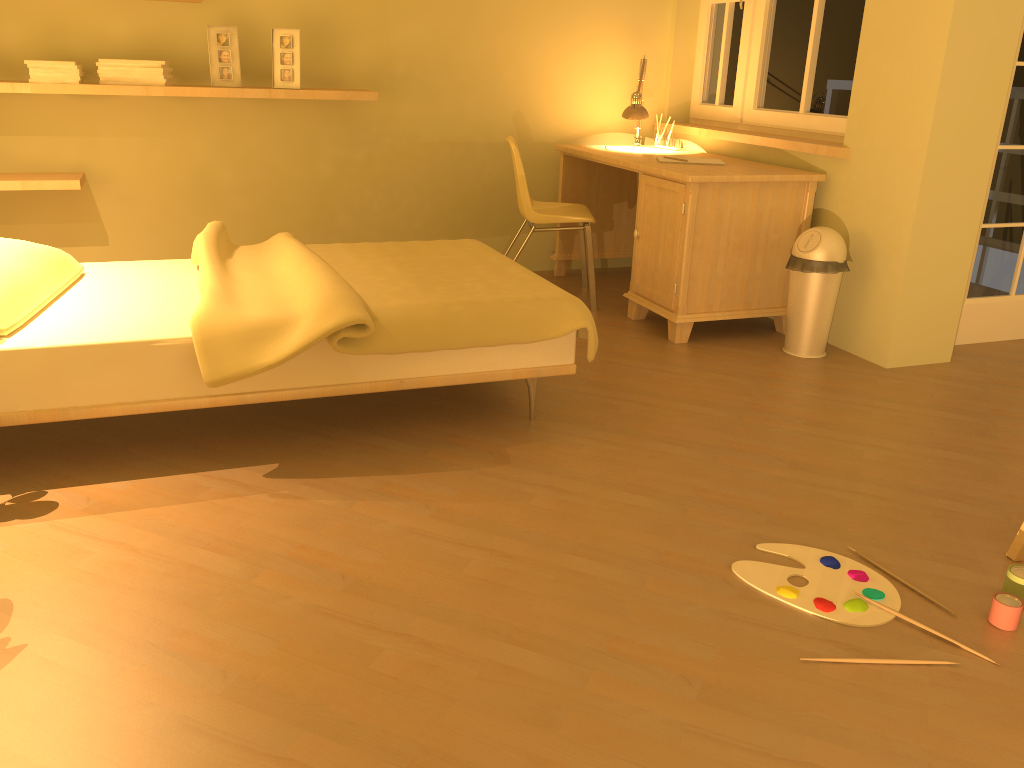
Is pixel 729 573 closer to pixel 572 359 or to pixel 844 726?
pixel 844 726

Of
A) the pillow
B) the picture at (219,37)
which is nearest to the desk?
the picture at (219,37)

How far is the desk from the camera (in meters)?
3.73

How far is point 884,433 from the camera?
3.0 meters

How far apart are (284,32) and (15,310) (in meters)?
2.21

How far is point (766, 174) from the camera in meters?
3.7 m

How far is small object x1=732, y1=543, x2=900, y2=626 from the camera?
1.95m

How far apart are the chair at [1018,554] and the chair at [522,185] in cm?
243

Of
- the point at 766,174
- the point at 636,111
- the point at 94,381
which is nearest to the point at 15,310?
the point at 94,381

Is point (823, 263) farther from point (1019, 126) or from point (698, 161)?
point (1019, 126)
